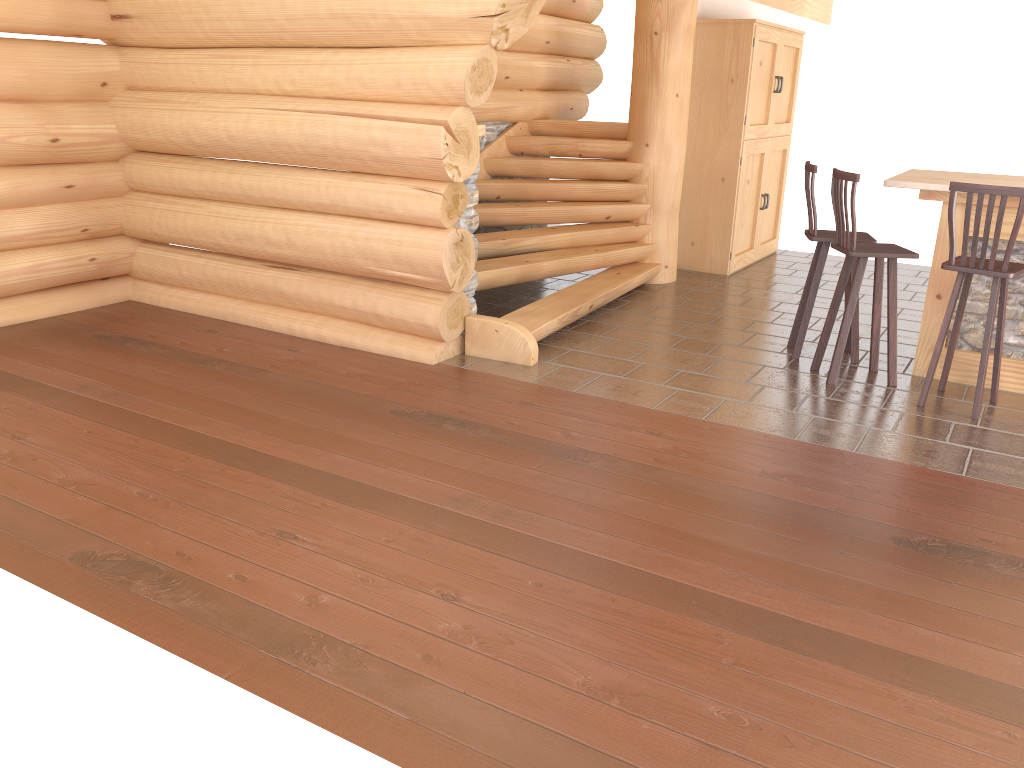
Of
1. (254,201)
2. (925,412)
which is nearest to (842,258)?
(925,412)

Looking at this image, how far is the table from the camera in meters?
5.5 m

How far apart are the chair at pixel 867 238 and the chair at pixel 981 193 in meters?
0.7 m

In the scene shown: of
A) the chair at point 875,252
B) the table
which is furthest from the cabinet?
the chair at point 875,252

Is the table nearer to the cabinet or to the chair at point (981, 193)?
the chair at point (981, 193)

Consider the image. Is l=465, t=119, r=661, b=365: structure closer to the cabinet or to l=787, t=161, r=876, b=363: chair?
the cabinet

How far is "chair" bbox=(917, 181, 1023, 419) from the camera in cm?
480

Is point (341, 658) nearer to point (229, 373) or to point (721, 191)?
point (229, 373)

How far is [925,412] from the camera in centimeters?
522cm

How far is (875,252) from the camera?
5.40m
